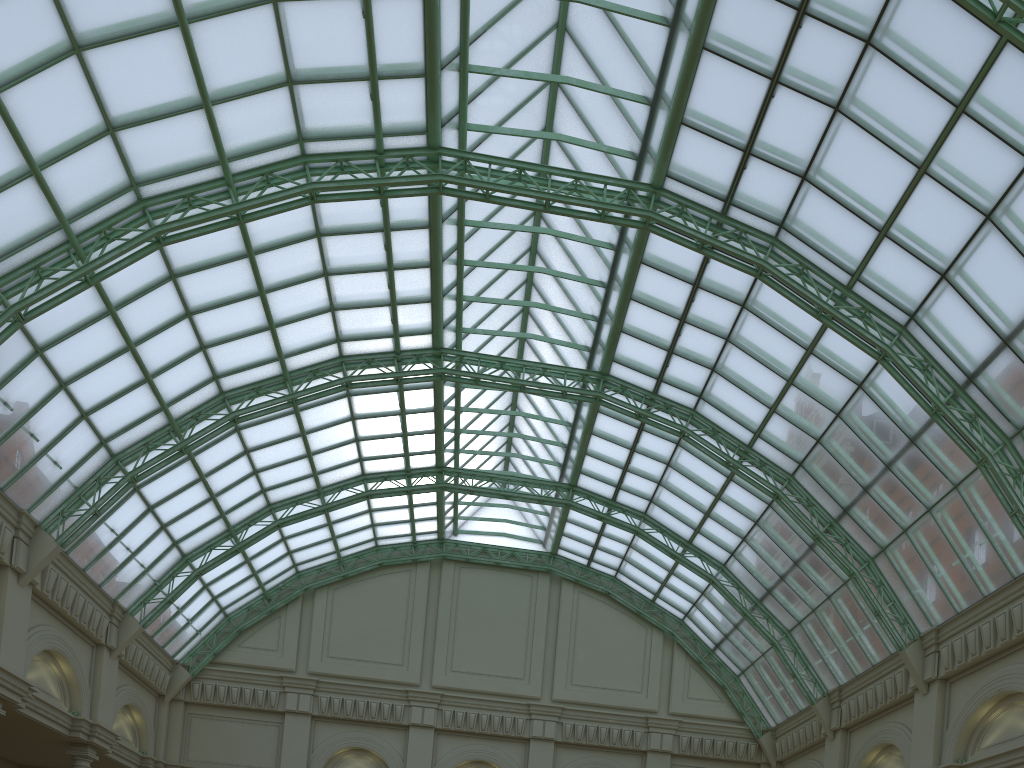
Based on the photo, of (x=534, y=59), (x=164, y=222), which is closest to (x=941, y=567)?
(x=534, y=59)
